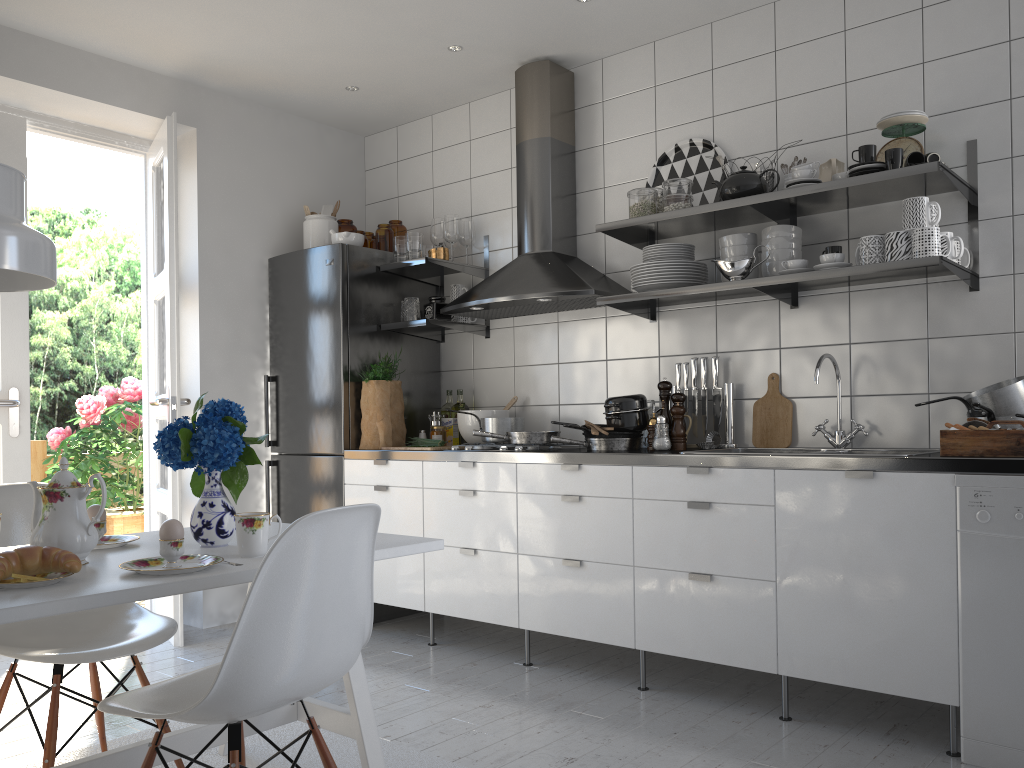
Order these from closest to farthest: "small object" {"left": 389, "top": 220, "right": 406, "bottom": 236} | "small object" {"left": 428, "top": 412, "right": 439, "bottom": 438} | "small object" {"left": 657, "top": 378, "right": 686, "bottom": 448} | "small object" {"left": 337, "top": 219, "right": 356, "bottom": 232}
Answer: "small object" {"left": 657, "top": 378, "right": 686, "bottom": 448}
"small object" {"left": 428, "top": 412, "right": 439, "bottom": 438}
"small object" {"left": 389, "top": 220, "right": 406, "bottom": 236}
"small object" {"left": 337, "top": 219, "right": 356, "bottom": 232}

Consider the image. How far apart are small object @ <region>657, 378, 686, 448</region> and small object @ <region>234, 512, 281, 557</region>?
1.9 meters

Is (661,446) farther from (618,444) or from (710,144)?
(710,144)

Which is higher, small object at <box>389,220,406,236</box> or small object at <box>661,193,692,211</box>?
small object at <box>389,220,406,236</box>

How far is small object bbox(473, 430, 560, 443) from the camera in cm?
360

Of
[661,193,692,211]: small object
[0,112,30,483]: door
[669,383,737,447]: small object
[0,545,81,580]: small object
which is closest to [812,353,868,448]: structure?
[669,383,737,447]: small object

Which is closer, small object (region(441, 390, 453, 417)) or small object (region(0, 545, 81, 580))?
small object (region(0, 545, 81, 580))

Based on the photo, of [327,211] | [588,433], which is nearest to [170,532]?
[588,433]

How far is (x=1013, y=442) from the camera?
2.4 meters

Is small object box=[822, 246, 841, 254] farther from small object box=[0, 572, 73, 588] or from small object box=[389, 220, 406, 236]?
small object box=[0, 572, 73, 588]
